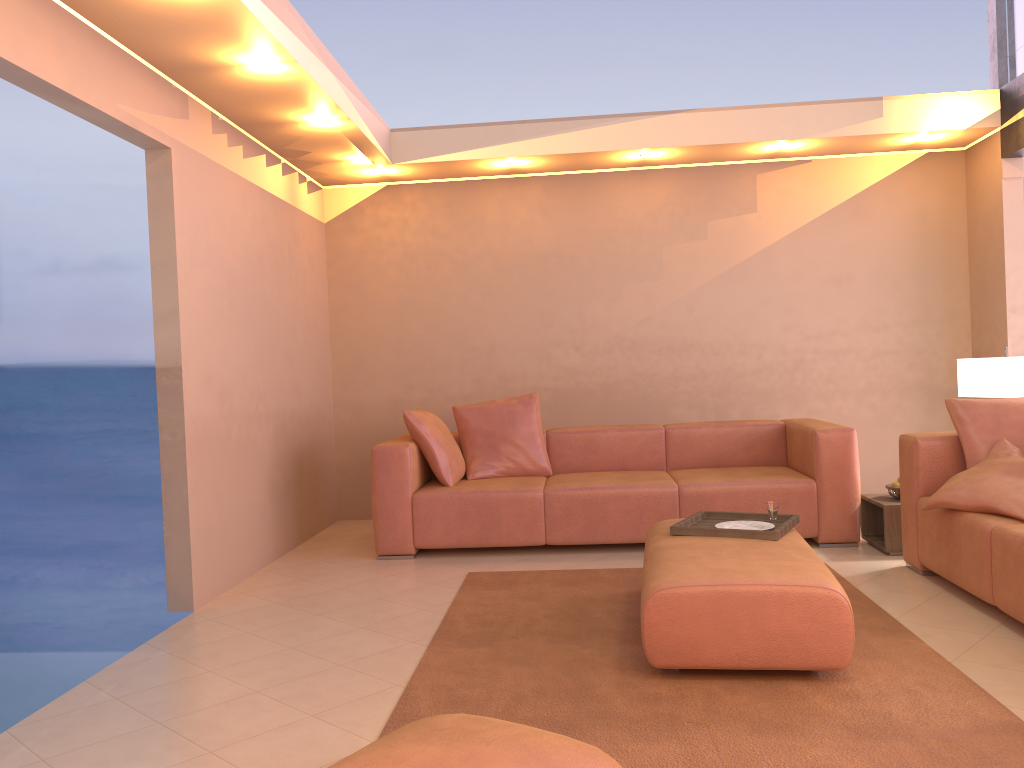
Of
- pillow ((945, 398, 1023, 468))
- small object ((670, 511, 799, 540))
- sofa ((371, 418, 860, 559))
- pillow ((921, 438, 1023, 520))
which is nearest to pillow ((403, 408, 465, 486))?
sofa ((371, 418, 860, 559))

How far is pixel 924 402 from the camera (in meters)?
6.24

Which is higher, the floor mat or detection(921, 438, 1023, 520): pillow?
detection(921, 438, 1023, 520): pillow

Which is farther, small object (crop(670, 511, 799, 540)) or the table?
the table

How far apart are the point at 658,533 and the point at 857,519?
1.7m

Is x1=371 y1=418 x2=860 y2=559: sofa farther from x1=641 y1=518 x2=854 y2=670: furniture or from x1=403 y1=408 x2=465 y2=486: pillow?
x1=641 y1=518 x2=854 y2=670: furniture

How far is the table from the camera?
4.6 meters

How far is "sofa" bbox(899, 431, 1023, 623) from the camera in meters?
3.3

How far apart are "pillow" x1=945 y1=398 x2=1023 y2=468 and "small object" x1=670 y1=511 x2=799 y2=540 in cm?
93

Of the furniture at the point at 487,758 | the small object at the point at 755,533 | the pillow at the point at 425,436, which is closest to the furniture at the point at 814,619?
the small object at the point at 755,533
